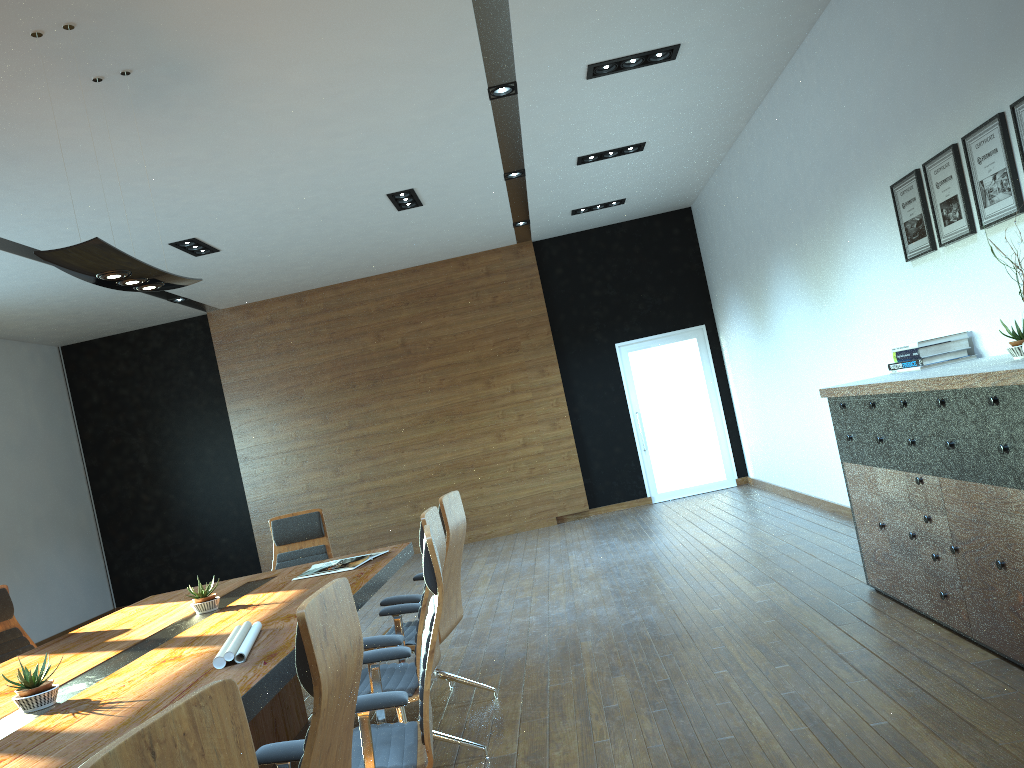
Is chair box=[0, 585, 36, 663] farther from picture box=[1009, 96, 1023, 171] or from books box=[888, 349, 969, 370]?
picture box=[1009, 96, 1023, 171]

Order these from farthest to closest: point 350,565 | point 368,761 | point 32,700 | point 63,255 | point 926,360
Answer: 1. point 350,565
2. point 926,360
3. point 63,255
4. point 32,700
5. point 368,761

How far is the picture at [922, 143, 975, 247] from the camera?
4.7m

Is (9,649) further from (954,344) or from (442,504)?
(954,344)

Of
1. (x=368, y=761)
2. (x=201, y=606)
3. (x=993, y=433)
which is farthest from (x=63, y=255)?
(x=993, y=433)

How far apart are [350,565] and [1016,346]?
3.54m

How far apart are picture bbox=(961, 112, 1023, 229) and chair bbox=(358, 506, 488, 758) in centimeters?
310cm

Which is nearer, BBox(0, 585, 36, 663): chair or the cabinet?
the cabinet

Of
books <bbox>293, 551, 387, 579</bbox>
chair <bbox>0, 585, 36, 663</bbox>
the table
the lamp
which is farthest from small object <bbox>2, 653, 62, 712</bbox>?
chair <bbox>0, 585, 36, 663</bbox>

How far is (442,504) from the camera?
4.5 meters
